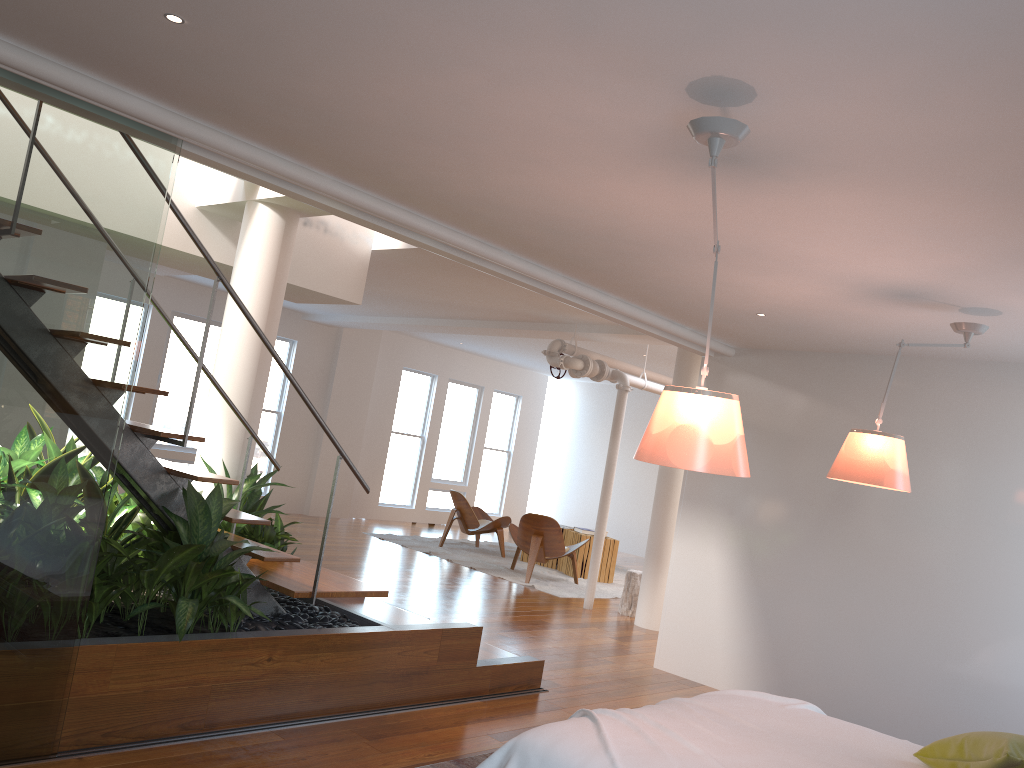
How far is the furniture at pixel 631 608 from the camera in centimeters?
839cm

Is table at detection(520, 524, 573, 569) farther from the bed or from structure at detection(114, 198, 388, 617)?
the bed

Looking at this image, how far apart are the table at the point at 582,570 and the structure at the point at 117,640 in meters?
5.9

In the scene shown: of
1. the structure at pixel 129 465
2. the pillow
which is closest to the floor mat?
the structure at pixel 129 465

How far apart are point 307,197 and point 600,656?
4.09m

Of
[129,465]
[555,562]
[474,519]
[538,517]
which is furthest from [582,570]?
[129,465]

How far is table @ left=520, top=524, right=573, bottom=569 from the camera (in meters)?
10.97

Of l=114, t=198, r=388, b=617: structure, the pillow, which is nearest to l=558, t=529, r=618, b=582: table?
l=114, t=198, r=388, b=617: structure

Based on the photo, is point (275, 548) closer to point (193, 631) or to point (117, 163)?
point (193, 631)

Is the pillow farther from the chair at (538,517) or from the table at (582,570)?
the table at (582,570)
